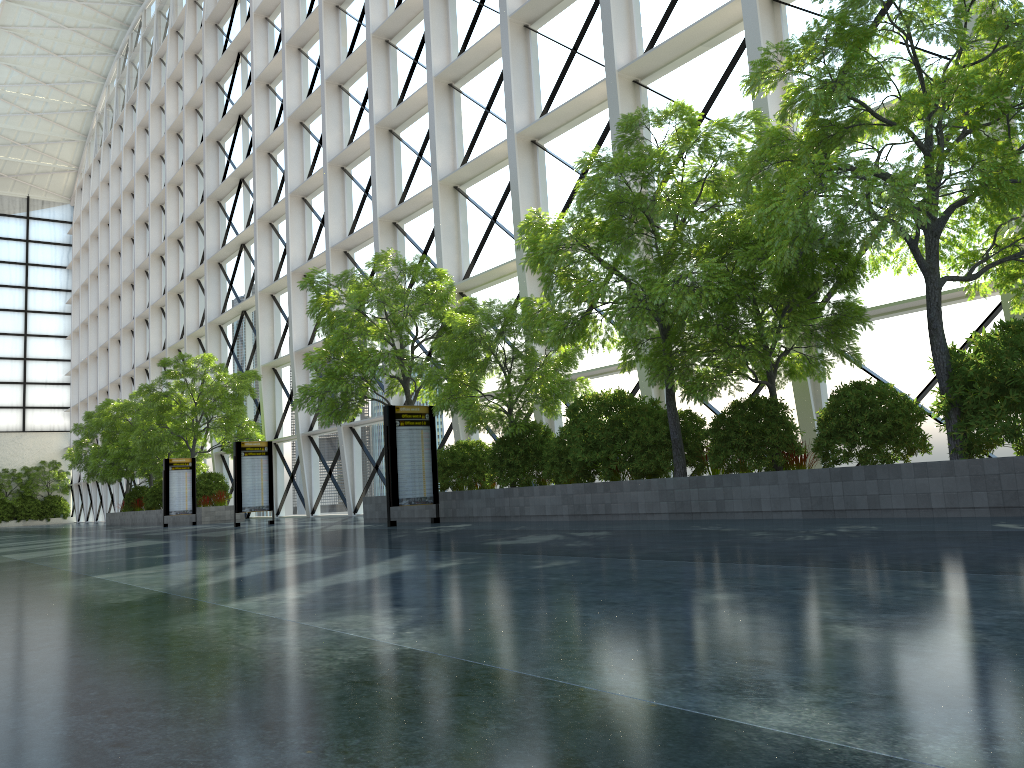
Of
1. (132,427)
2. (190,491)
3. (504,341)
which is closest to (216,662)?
(504,341)
